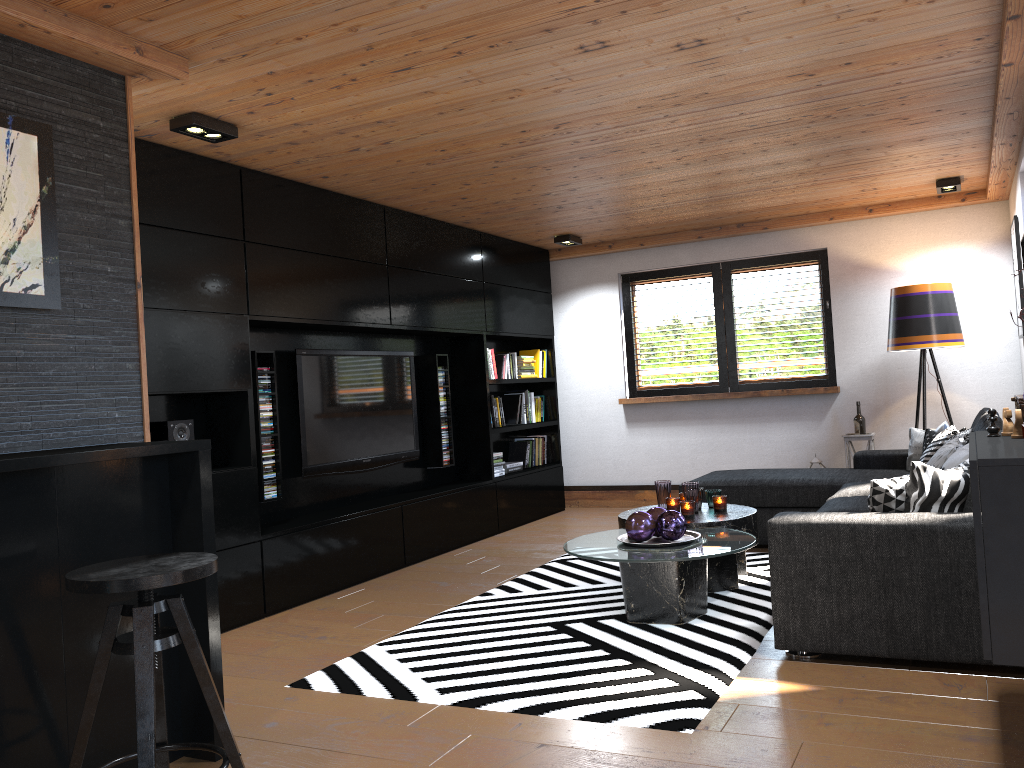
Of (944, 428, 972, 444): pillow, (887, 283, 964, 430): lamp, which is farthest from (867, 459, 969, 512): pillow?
(887, 283, 964, 430): lamp

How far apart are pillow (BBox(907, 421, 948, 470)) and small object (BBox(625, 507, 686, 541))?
2.18m

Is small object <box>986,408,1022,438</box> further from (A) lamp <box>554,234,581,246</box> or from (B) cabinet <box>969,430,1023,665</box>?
(A) lamp <box>554,234,581,246</box>

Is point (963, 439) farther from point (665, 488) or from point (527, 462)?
point (527, 462)

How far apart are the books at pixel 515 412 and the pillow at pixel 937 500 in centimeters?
432cm

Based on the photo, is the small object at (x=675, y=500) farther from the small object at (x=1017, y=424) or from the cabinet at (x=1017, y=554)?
the small object at (x=1017, y=424)

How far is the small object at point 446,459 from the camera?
6.7m

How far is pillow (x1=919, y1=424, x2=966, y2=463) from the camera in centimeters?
484cm

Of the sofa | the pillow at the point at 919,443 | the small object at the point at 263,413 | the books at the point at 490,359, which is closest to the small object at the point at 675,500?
the sofa

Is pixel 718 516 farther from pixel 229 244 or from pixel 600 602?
pixel 229 244
